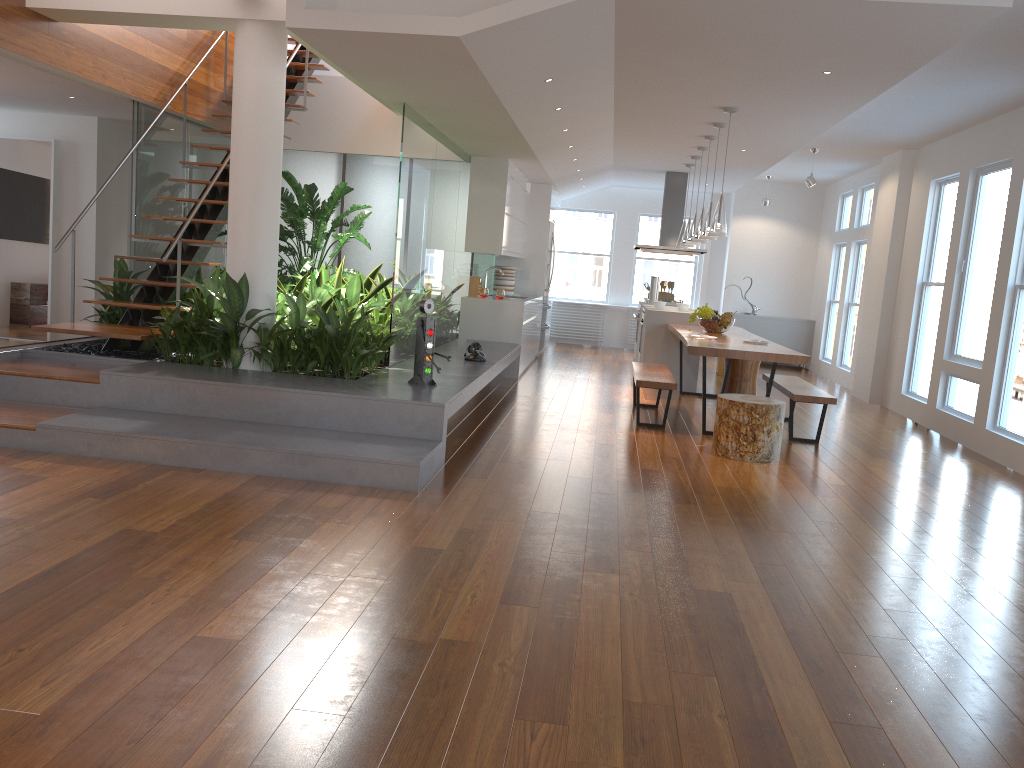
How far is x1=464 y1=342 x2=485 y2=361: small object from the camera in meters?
7.3

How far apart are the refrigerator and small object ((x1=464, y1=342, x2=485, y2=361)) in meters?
4.6 m

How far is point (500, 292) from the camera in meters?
9.5 m

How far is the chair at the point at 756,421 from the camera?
5.9m

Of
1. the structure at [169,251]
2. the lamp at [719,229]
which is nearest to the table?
the lamp at [719,229]

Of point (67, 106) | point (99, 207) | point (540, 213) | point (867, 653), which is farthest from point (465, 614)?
point (540, 213)

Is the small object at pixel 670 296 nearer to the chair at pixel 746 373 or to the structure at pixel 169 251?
the chair at pixel 746 373

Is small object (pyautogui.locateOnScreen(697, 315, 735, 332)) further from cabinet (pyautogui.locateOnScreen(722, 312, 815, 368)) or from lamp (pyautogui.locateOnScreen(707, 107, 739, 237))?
cabinet (pyautogui.locateOnScreen(722, 312, 815, 368))

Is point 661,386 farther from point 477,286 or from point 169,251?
point 169,251

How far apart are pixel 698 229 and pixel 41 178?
6.66m
